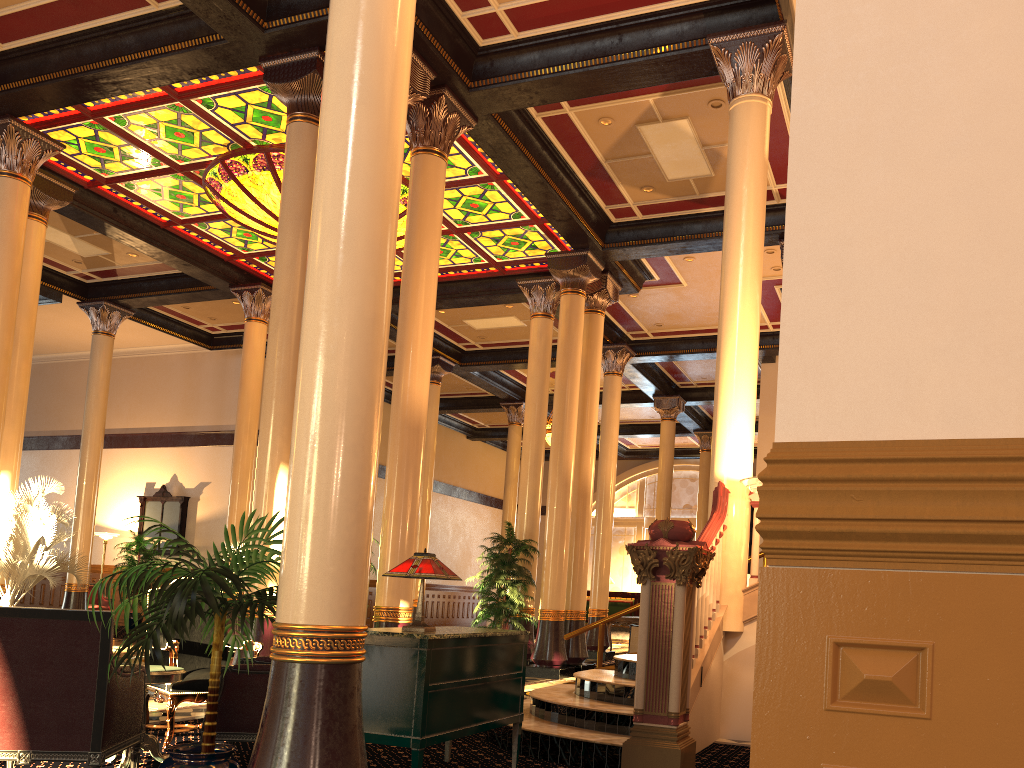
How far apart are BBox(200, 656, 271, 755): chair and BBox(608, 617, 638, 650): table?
11.5 meters

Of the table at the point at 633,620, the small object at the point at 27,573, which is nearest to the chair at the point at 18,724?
the small object at the point at 27,573

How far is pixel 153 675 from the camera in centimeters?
483cm

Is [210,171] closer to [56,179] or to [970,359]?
[56,179]

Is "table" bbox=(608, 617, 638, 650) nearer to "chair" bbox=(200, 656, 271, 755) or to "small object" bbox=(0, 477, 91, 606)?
"small object" bbox=(0, 477, 91, 606)

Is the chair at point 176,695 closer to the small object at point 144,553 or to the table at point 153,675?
the table at point 153,675

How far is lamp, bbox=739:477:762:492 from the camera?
6.1m

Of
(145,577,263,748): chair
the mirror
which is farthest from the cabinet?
the mirror

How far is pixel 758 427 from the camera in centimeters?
1687cm

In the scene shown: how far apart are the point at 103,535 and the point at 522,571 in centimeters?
1160cm
